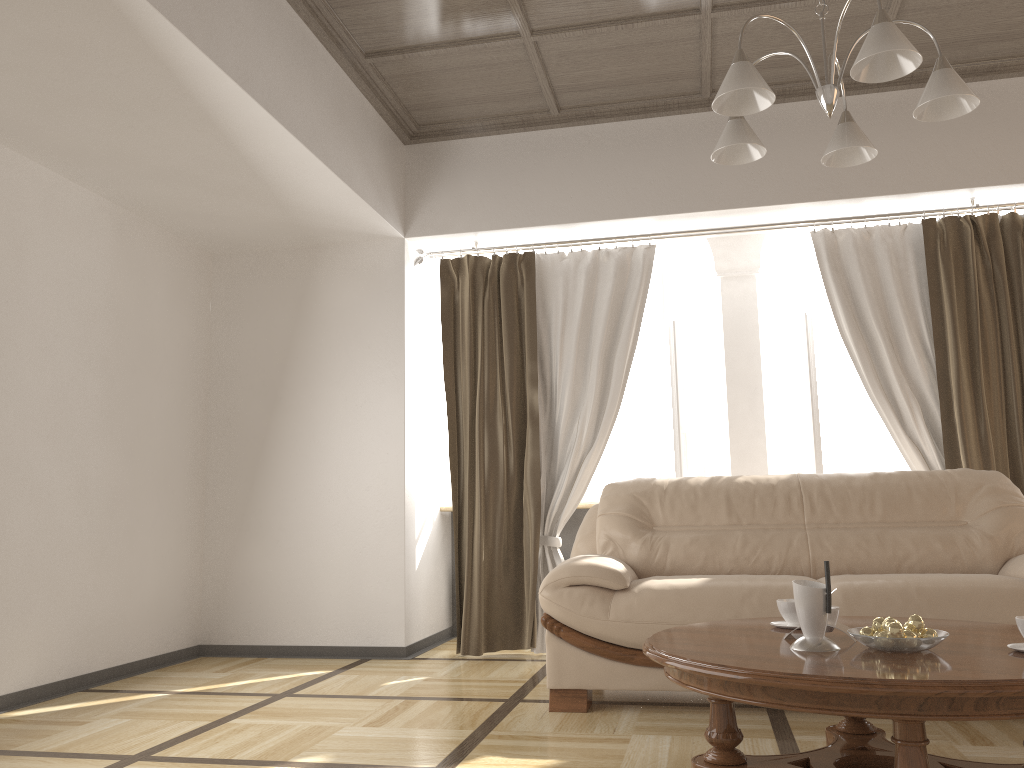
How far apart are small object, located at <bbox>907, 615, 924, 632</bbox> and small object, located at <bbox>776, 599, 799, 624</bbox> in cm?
44

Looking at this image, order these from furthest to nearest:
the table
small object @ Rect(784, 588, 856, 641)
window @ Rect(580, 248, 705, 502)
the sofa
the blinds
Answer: window @ Rect(580, 248, 705, 502), the blinds, the sofa, small object @ Rect(784, 588, 856, 641), the table

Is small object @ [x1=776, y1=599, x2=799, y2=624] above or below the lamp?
below

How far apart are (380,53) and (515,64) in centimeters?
65cm

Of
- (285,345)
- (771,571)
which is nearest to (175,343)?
(285,345)

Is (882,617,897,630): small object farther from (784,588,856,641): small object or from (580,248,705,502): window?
(580,248,705,502): window

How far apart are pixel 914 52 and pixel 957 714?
1.5m

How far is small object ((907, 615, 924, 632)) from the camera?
2.12m

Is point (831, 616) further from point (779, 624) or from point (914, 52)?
point (914, 52)

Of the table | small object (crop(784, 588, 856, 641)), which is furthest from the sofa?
small object (crop(784, 588, 856, 641))
